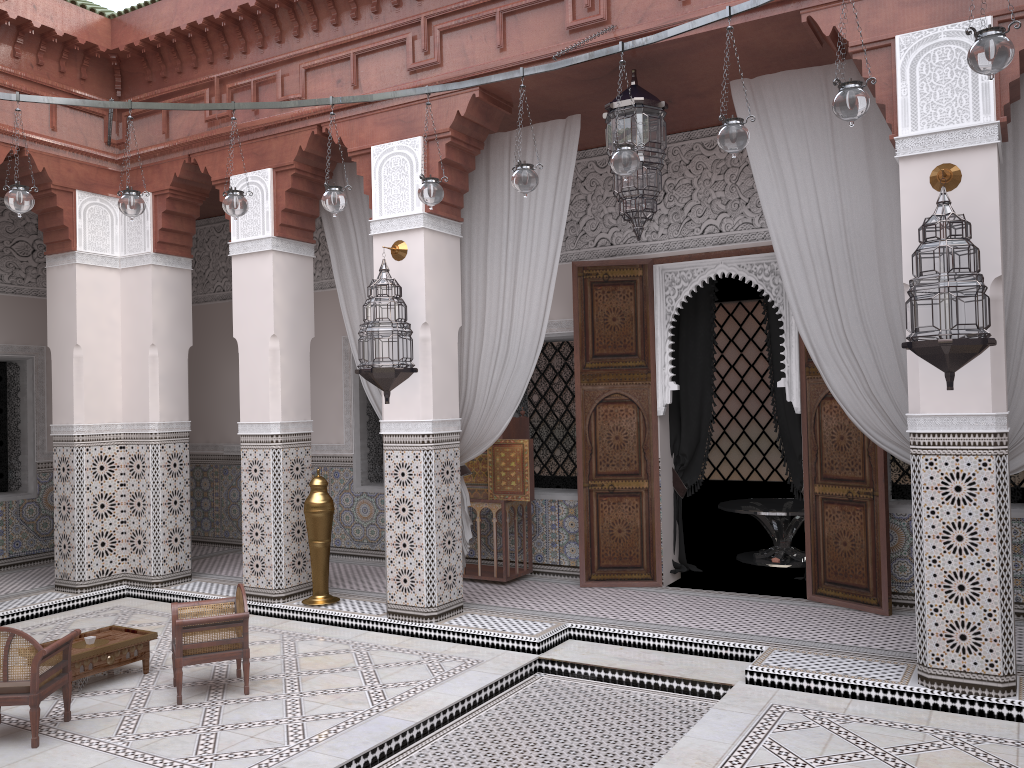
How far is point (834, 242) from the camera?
2.78m

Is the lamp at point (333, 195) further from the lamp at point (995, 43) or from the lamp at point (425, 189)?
the lamp at point (995, 43)

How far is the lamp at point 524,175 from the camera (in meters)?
2.49

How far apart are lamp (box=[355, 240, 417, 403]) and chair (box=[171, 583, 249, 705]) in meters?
0.8 m

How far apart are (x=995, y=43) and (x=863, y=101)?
0.30m

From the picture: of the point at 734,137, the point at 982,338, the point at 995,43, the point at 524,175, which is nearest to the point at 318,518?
A: the point at 524,175

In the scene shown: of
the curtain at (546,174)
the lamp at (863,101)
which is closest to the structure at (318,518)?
the curtain at (546,174)

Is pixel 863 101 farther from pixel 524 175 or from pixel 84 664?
pixel 84 664

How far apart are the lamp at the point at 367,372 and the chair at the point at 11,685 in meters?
1.2 m

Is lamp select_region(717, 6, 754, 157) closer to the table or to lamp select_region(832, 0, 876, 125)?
lamp select_region(832, 0, 876, 125)
